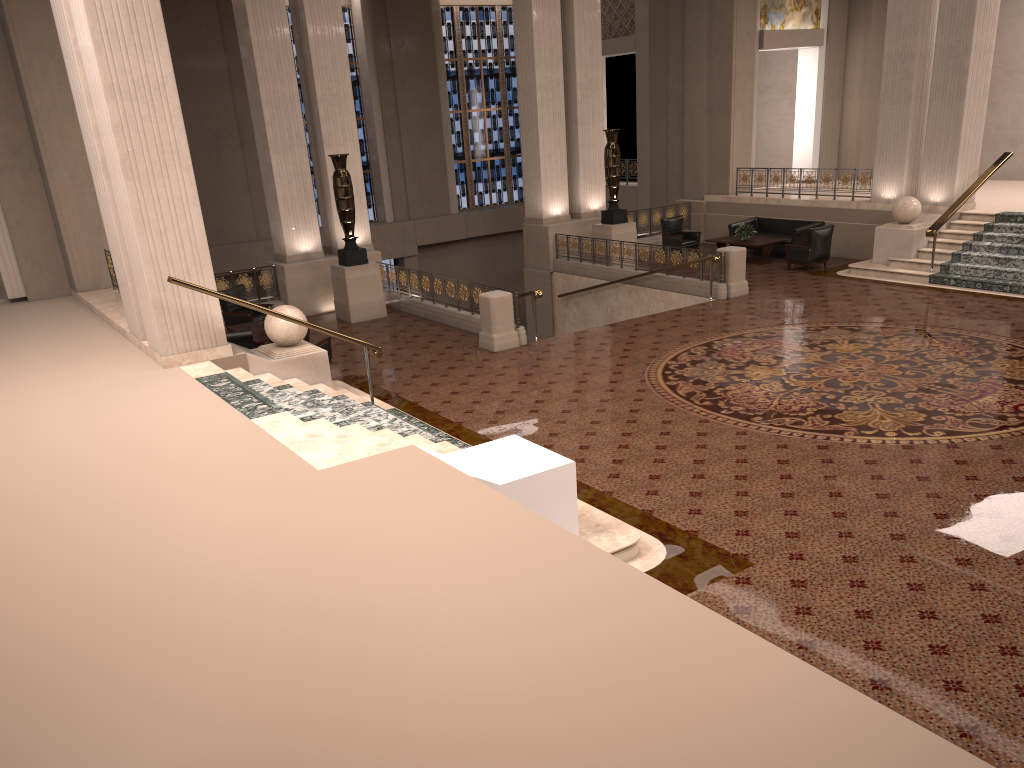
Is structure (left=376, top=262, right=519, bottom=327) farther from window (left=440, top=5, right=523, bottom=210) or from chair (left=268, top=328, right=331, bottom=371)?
window (left=440, top=5, right=523, bottom=210)

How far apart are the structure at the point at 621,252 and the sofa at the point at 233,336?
8.04m

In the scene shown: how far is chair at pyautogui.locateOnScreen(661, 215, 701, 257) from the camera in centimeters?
1997cm

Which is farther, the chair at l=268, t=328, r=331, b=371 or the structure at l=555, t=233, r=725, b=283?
the structure at l=555, t=233, r=725, b=283

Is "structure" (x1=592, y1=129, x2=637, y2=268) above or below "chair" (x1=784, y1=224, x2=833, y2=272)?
above

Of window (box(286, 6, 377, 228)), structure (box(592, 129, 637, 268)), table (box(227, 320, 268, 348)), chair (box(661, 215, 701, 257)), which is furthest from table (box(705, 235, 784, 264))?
window (box(286, 6, 377, 228))

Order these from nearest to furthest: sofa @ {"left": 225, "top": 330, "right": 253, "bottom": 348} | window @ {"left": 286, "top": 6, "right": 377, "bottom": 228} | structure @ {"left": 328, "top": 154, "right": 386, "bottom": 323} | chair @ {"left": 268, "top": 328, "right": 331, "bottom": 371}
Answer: chair @ {"left": 268, "top": 328, "right": 331, "bottom": 371}, sofa @ {"left": 225, "top": 330, "right": 253, "bottom": 348}, structure @ {"left": 328, "top": 154, "right": 386, "bottom": 323}, window @ {"left": 286, "top": 6, "right": 377, "bottom": 228}

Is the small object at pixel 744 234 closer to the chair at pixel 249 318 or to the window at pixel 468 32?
the chair at pixel 249 318

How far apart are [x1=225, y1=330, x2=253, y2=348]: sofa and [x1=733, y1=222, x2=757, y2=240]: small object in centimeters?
1087cm

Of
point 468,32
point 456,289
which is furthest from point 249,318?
point 468,32
